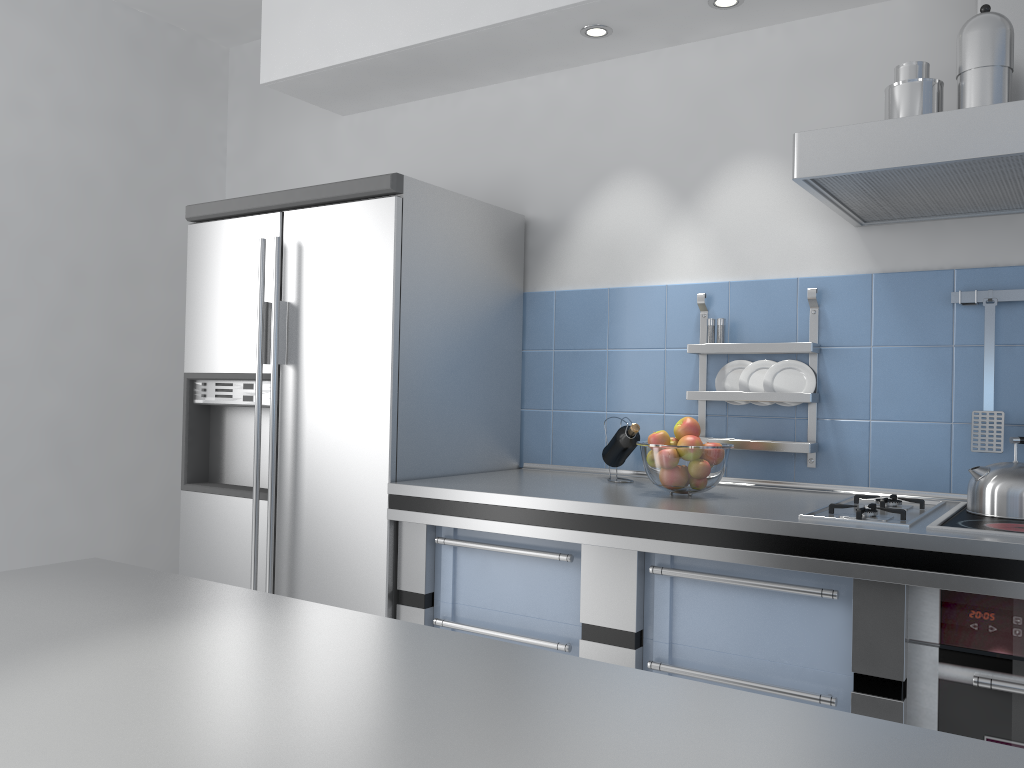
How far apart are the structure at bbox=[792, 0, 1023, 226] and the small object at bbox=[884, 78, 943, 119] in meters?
0.1 m

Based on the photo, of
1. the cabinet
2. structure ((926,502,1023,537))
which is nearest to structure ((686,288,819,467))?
structure ((926,502,1023,537))

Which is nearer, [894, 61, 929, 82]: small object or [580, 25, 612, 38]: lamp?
[894, 61, 929, 82]: small object

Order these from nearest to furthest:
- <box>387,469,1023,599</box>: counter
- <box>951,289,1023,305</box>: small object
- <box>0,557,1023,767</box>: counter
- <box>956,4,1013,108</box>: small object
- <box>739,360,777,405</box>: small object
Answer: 1. <box>0,557,1023,767</box>: counter
2. <box>387,469,1023,599</box>: counter
3. <box>956,4,1013,108</box>: small object
4. <box>951,289,1023,305</box>: small object
5. <box>739,360,777,405</box>: small object

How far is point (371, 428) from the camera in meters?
2.5 m

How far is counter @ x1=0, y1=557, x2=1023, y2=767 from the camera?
0.6m

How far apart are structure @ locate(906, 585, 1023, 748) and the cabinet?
0.0 meters

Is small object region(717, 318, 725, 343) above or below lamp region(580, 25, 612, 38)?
below

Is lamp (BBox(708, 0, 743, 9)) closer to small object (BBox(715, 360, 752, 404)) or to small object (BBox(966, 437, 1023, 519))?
small object (BBox(715, 360, 752, 404))

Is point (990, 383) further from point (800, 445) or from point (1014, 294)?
point (800, 445)
